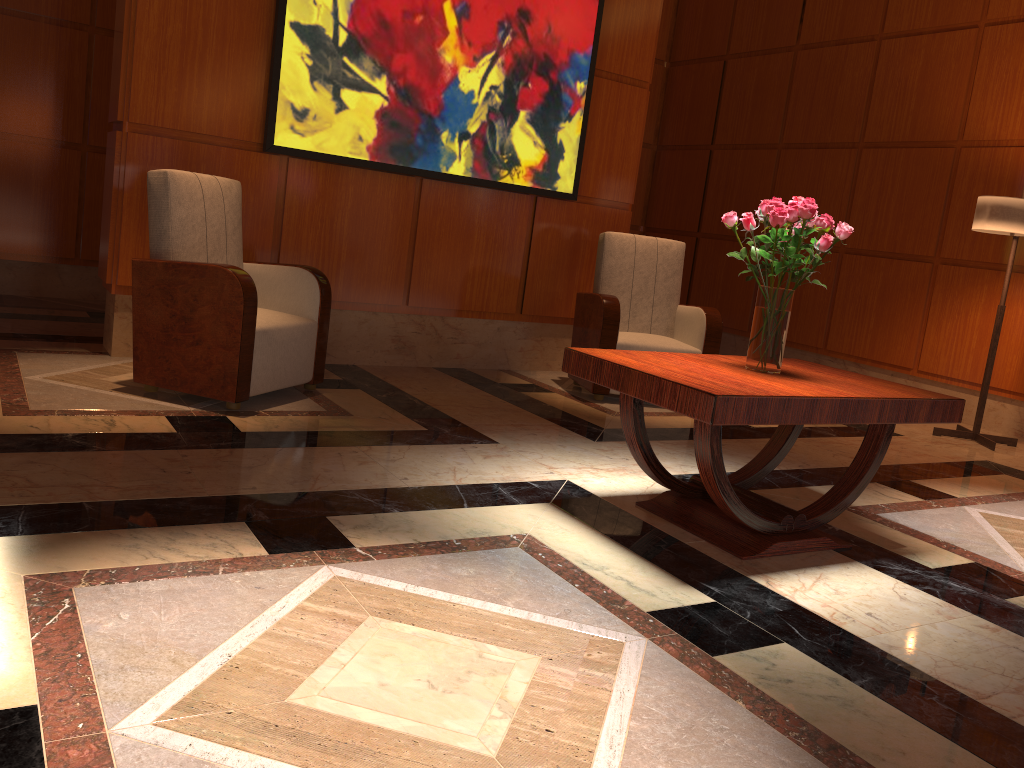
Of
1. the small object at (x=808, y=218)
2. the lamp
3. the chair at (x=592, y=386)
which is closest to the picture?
the chair at (x=592, y=386)

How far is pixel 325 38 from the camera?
4.60m

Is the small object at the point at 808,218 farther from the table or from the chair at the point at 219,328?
the chair at the point at 219,328

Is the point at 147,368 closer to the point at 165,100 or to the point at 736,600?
the point at 165,100

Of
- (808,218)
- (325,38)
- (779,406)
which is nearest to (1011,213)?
(808,218)

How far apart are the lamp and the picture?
2.33m

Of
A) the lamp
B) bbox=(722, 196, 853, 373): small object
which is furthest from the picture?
bbox=(722, 196, 853, 373): small object

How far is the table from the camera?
2.5 meters

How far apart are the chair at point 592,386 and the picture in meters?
0.4

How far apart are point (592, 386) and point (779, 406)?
2.5 meters
